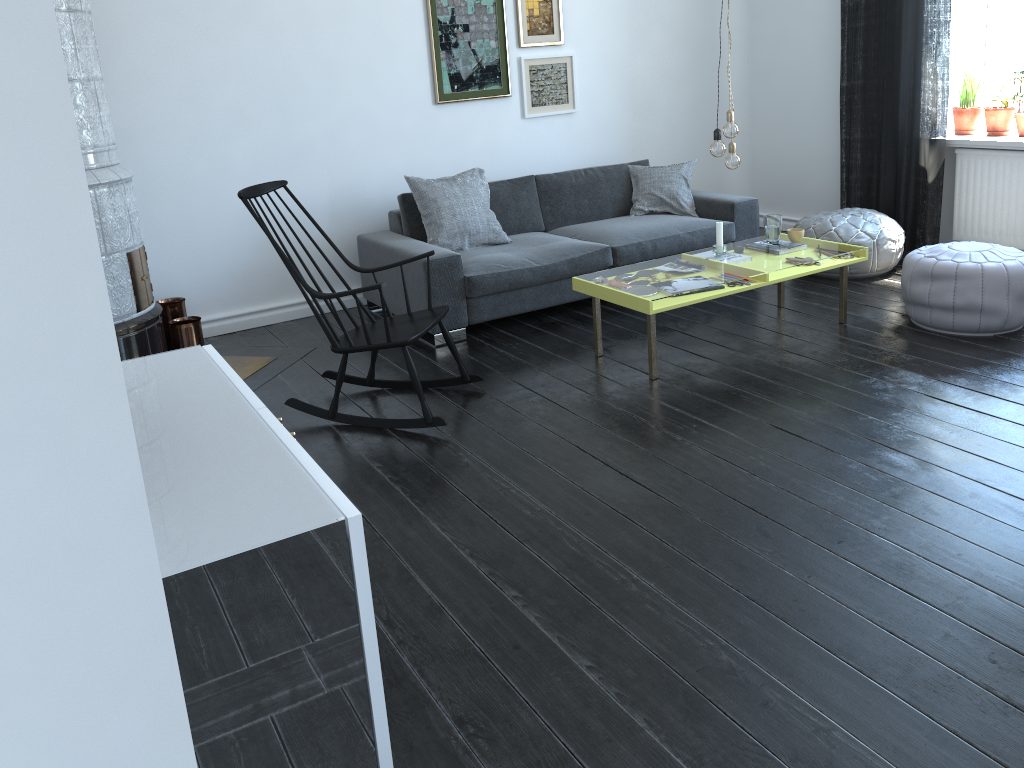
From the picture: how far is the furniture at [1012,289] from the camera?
4.1m

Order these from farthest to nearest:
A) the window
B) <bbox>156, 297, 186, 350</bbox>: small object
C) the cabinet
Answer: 1. the window
2. <bbox>156, 297, 186, 350</bbox>: small object
3. the cabinet

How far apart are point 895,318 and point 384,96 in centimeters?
319cm

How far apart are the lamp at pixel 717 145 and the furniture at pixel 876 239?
1.56m

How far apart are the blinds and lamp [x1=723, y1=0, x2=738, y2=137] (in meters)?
2.06

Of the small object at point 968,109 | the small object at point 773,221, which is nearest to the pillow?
the small object at point 773,221

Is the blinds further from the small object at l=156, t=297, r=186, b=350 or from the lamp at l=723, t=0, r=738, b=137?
the small object at l=156, t=297, r=186, b=350

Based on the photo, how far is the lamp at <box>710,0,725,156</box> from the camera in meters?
4.0

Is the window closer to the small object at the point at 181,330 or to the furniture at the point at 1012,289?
the furniture at the point at 1012,289

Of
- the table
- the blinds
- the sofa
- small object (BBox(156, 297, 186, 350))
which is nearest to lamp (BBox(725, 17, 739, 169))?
the table
